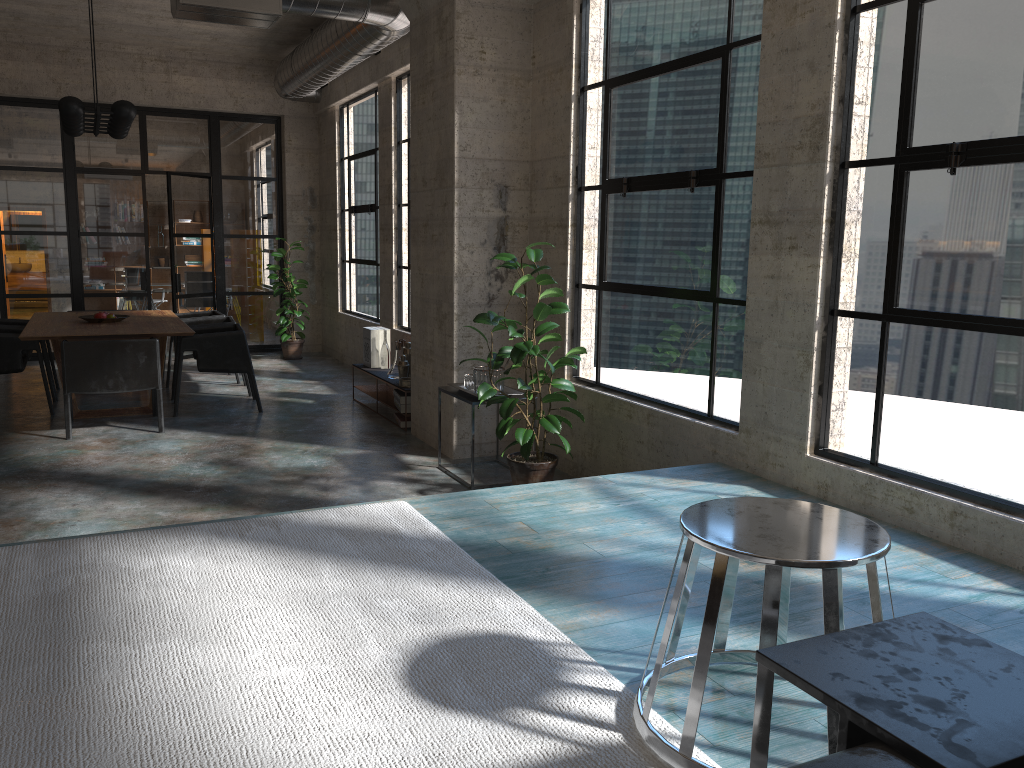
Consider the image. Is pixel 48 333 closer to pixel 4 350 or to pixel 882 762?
pixel 4 350

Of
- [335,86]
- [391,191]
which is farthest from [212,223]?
[391,191]

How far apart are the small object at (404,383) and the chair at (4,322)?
4.1m

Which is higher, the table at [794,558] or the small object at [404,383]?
the table at [794,558]

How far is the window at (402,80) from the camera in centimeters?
880cm

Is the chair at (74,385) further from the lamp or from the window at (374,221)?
the window at (374,221)

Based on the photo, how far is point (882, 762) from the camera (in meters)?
1.24

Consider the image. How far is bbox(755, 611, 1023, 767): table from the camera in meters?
1.3 m

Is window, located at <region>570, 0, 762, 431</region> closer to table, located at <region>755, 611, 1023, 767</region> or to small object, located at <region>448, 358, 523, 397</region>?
small object, located at <region>448, 358, 523, 397</region>

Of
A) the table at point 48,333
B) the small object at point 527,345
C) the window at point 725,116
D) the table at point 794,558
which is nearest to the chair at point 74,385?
the table at point 48,333
